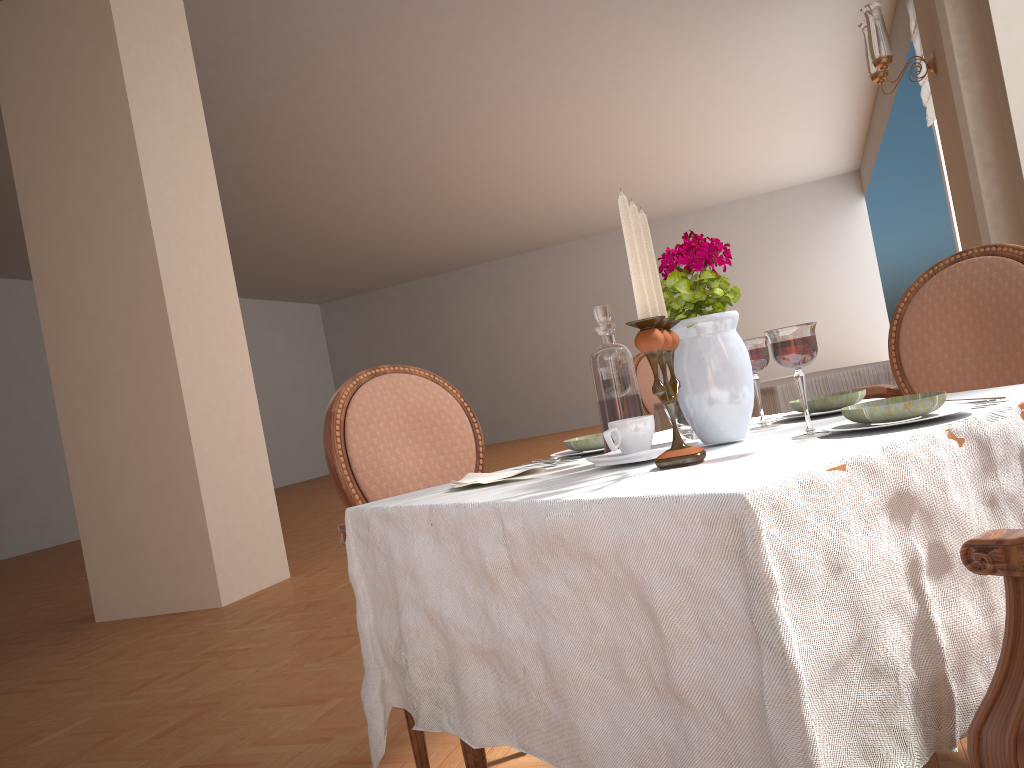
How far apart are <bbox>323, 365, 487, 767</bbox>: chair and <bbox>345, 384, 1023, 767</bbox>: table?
0.20m

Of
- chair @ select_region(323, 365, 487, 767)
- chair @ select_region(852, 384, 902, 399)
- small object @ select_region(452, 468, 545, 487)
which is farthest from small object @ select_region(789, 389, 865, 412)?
chair @ select_region(852, 384, 902, 399)

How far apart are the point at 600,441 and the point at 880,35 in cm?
335

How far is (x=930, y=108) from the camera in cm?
713

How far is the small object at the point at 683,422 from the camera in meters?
1.3

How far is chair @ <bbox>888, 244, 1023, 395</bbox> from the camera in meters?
1.8 m

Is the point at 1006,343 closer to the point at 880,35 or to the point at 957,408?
the point at 957,408

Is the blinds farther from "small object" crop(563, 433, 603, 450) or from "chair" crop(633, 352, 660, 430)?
"small object" crop(563, 433, 603, 450)

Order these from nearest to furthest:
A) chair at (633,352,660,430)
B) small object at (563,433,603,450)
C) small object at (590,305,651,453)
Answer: small object at (590,305,651,453) → small object at (563,433,603,450) → chair at (633,352,660,430)

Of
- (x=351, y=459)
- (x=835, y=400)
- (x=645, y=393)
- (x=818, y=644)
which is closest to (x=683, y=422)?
(x=835, y=400)
